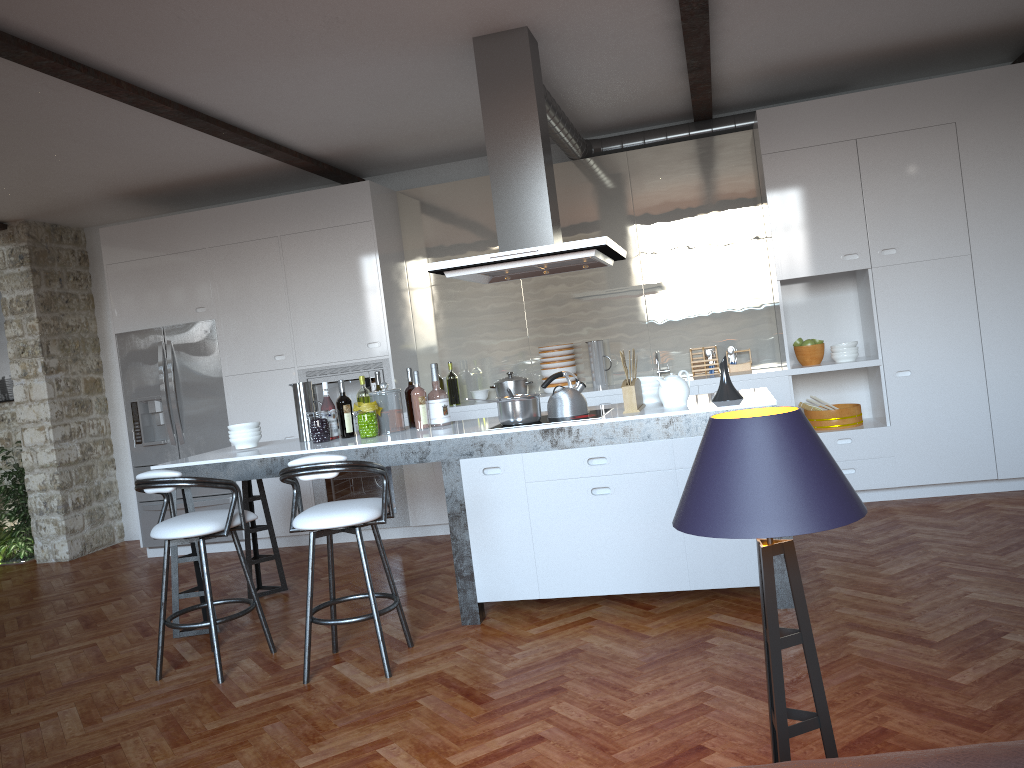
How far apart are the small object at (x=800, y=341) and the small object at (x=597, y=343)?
1.4m

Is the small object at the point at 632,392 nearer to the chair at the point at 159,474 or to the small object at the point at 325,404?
the small object at the point at 325,404

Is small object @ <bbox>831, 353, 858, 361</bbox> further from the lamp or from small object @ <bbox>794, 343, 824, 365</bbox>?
the lamp

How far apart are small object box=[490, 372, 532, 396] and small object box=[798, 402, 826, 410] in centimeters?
202cm

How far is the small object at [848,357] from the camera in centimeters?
601cm

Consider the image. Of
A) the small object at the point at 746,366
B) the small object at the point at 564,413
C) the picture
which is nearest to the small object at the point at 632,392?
the small object at the point at 564,413

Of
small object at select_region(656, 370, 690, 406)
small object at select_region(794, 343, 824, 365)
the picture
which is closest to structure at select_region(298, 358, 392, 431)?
small object at select_region(656, 370, 690, 406)

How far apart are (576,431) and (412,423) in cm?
125

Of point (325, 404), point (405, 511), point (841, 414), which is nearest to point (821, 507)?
point (325, 404)

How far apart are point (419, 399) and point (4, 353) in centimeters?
557cm
